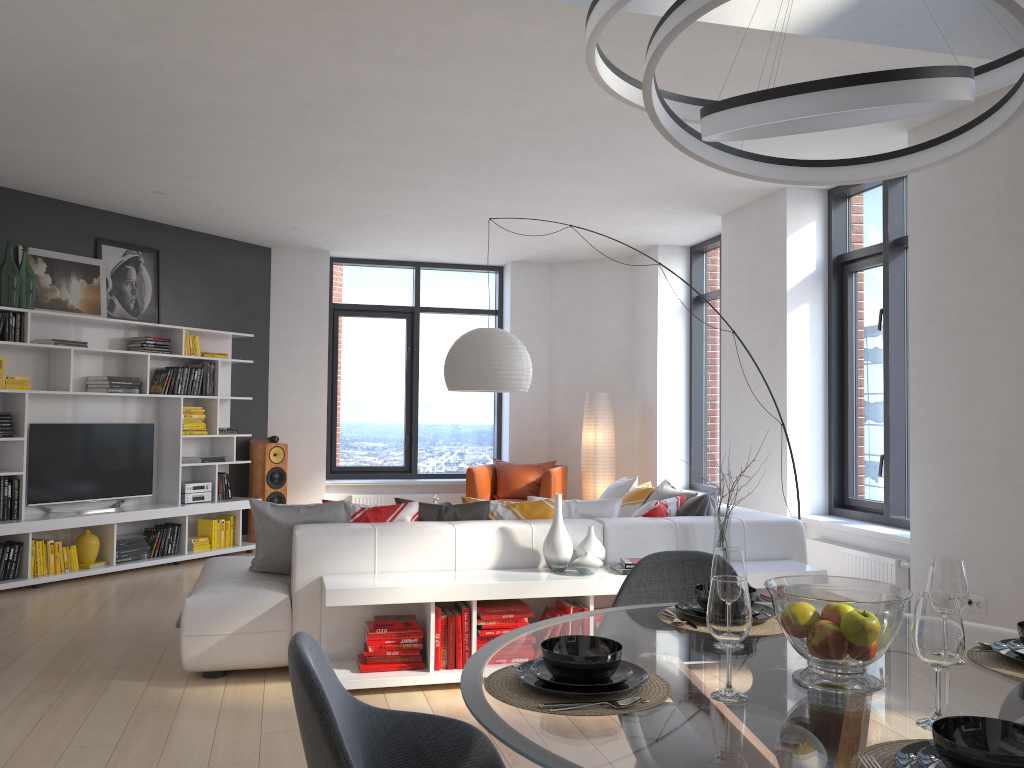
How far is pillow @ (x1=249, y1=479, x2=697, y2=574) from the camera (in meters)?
4.62

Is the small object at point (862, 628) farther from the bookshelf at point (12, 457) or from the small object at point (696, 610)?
the bookshelf at point (12, 457)

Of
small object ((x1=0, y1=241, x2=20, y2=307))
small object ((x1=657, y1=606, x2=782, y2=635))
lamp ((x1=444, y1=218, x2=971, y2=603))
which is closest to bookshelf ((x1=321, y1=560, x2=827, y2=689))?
lamp ((x1=444, y1=218, x2=971, y2=603))

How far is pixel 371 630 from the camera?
4.22m

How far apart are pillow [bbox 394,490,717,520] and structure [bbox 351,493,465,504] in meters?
4.4

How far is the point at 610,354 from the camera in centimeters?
944cm

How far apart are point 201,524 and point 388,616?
4.3m

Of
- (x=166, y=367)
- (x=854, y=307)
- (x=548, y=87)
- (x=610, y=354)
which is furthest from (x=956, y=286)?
(x=166, y=367)

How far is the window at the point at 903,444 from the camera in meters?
A: 5.9 m

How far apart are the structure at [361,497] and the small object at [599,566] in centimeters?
500cm
